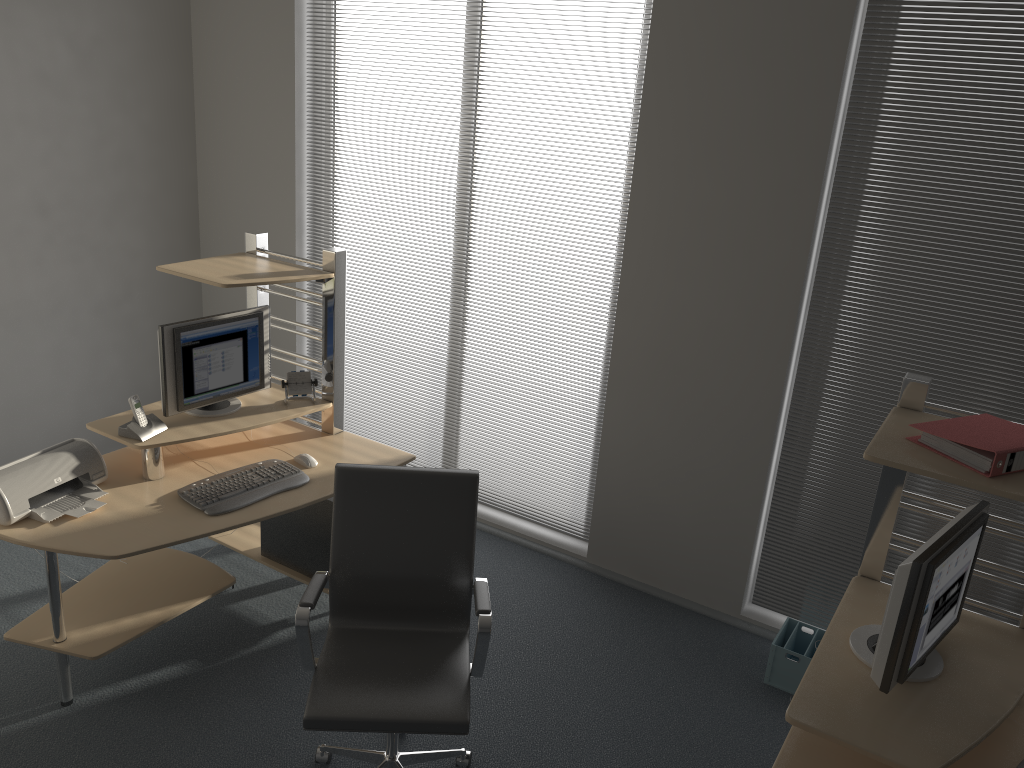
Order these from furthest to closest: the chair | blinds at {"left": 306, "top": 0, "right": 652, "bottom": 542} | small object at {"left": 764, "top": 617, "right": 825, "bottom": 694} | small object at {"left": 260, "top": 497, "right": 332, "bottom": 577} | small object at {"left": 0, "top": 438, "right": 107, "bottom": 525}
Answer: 1. blinds at {"left": 306, "top": 0, "right": 652, "bottom": 542}
2. small object at {"left": 260, "top": 497, "right": 332, "bottom": 577}
3. small object at {"left": 764, "top": 617, "right": 825, "bottom": 694}
4. small object at {"left": 0, "top": 438, "right": 107, "bottom": 525}
5. the chair

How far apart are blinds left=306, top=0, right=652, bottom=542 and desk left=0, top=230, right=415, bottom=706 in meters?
0.9

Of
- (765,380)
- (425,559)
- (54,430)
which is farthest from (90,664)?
(765,380)

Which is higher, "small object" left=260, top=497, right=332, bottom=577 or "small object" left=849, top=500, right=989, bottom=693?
"small object" left=849, top=500, right=989, bottom=693

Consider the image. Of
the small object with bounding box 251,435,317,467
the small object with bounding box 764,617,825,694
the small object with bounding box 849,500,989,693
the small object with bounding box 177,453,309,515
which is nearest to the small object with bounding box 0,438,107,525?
the small object with bounding box 177,453,309,515

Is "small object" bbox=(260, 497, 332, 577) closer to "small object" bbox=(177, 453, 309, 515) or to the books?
"small object" bbox=(177, 453, 309, 515)

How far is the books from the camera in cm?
221

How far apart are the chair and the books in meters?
1.3 m

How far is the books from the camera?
2.21m

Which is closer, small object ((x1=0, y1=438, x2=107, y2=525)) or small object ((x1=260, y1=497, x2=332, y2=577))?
small object ((x1=0, y1=438, x2=107, y2=525))
